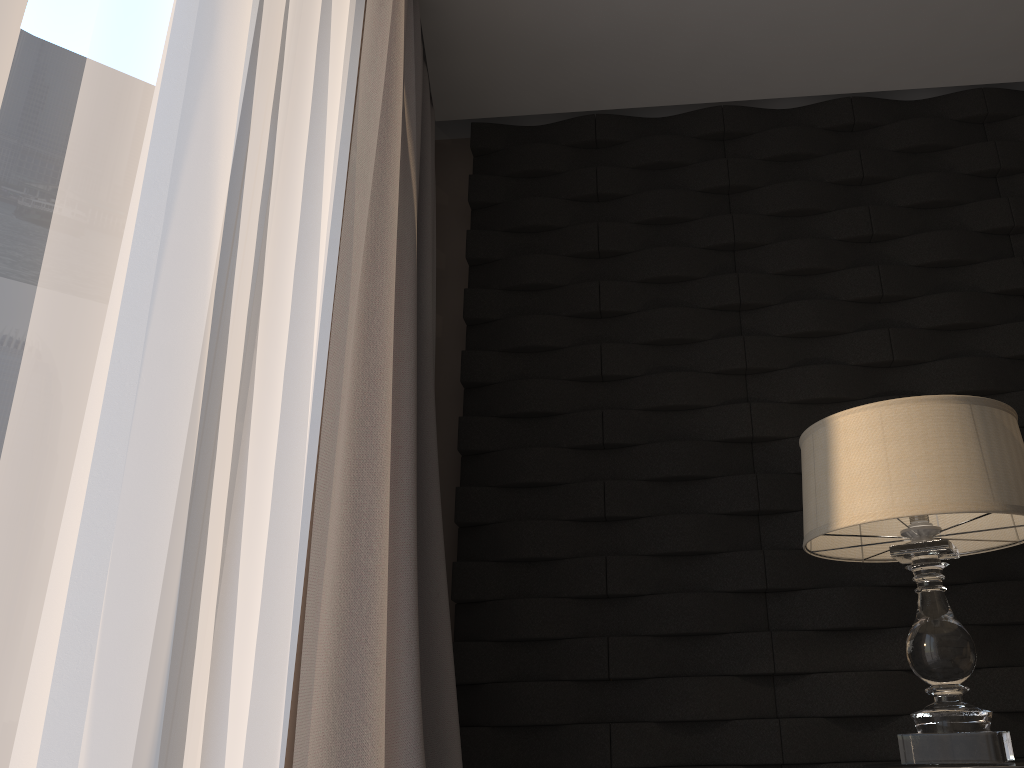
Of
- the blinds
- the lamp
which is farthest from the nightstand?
the blinds

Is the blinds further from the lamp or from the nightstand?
the nightstand

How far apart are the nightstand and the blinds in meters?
1.0

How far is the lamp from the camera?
1.5 meters

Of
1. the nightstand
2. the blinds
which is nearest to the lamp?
the nightstand

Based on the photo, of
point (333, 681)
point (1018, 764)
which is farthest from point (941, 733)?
point (333, 681)

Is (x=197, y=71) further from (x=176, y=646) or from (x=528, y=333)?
(x=528, y=333)

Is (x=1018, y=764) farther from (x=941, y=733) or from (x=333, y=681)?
(x=333, y=681)

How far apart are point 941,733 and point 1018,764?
0.1m

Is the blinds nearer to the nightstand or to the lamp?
the lamp
